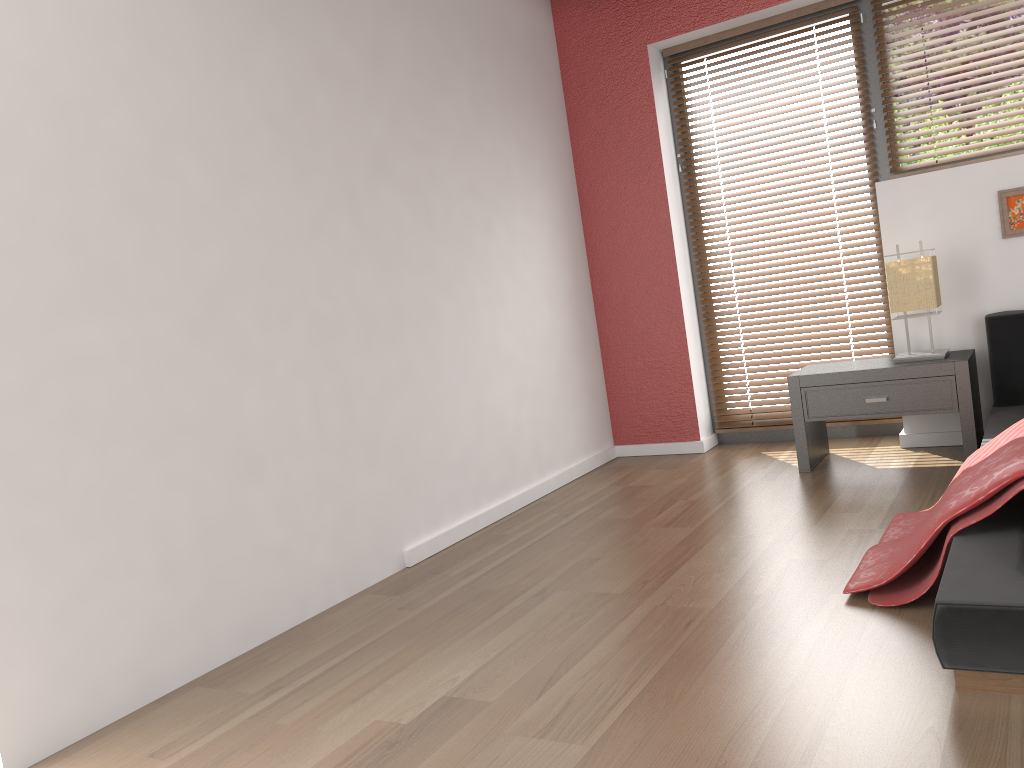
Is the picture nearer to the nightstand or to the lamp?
the lamp

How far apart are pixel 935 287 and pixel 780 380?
1.1m

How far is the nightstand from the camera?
3.49m

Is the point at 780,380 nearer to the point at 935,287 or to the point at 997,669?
the point at 935,287

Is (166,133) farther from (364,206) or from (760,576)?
(760,576)

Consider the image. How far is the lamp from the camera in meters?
3.6

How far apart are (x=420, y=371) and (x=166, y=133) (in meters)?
1.31

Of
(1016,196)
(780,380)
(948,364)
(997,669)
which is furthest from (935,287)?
(997,669)

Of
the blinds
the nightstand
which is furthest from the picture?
the blinds

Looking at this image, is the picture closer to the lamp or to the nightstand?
the lamp
